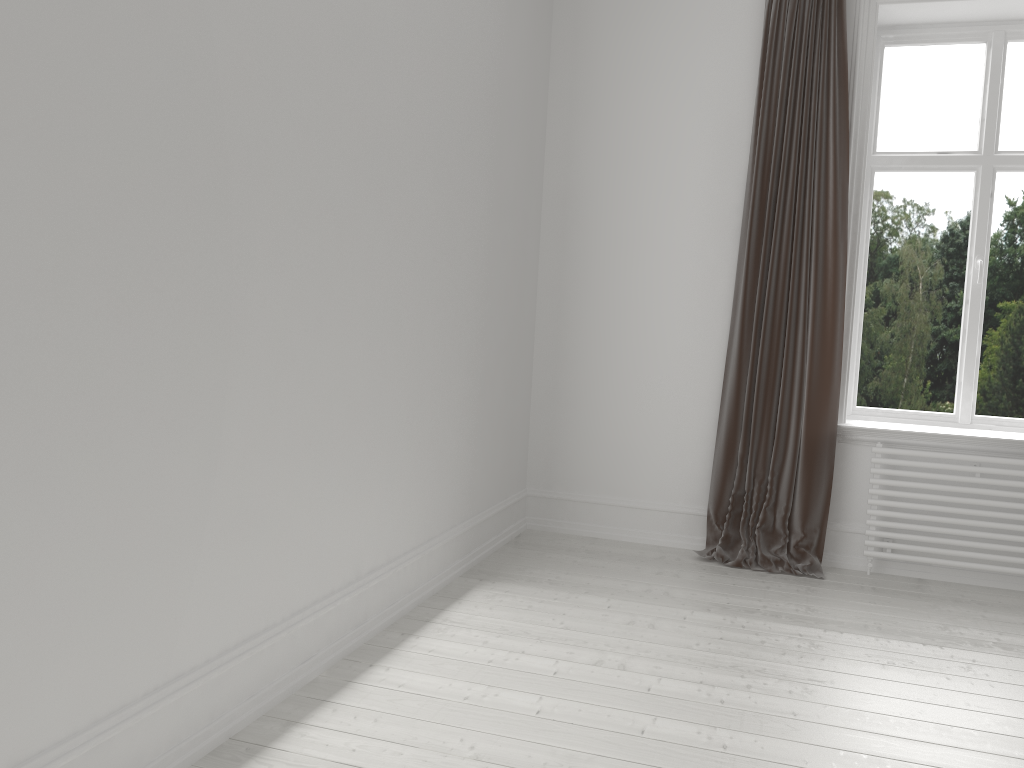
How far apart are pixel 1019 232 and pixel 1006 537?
1.5m

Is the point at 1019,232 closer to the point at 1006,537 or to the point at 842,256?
the point at 842,256

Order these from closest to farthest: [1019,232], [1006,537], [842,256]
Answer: [1006,537] → [842,256] → [1019,232]

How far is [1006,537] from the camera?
3.9m

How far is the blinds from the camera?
4.0 meters

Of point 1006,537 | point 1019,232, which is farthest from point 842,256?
point 1006,537

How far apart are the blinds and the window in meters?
0.4

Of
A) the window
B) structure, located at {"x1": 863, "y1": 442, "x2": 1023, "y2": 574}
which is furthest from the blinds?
the window

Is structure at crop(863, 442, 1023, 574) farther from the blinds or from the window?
the window

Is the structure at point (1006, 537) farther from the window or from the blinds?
the window
